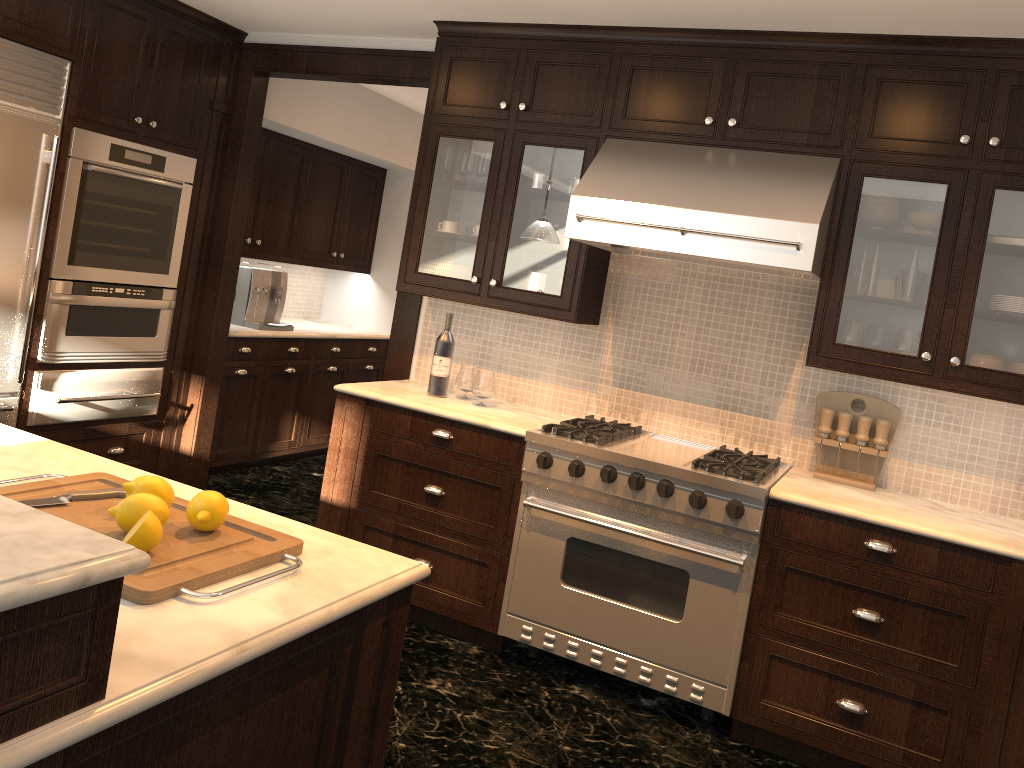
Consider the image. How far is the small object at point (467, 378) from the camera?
3.96m

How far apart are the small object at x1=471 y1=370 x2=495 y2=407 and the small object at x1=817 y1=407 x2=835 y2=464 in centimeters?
136cm

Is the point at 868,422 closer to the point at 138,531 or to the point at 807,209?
the point at 807,209

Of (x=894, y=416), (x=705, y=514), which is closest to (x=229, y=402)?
(x=705, y=514)

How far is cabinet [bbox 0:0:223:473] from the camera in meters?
3.9 m

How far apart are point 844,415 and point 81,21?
3.7 meters

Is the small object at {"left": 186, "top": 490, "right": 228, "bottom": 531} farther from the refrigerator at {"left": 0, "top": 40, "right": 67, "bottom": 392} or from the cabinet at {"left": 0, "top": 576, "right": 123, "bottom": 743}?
the refrigerator at {"left": 0, "top": 40, "right": 67, "bottom": 392}

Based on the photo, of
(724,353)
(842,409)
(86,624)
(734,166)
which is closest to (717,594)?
(842,409)

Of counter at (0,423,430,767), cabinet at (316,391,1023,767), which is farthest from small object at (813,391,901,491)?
counter at (0,423,430,767)

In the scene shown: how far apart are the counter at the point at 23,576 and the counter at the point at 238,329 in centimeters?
416cm
